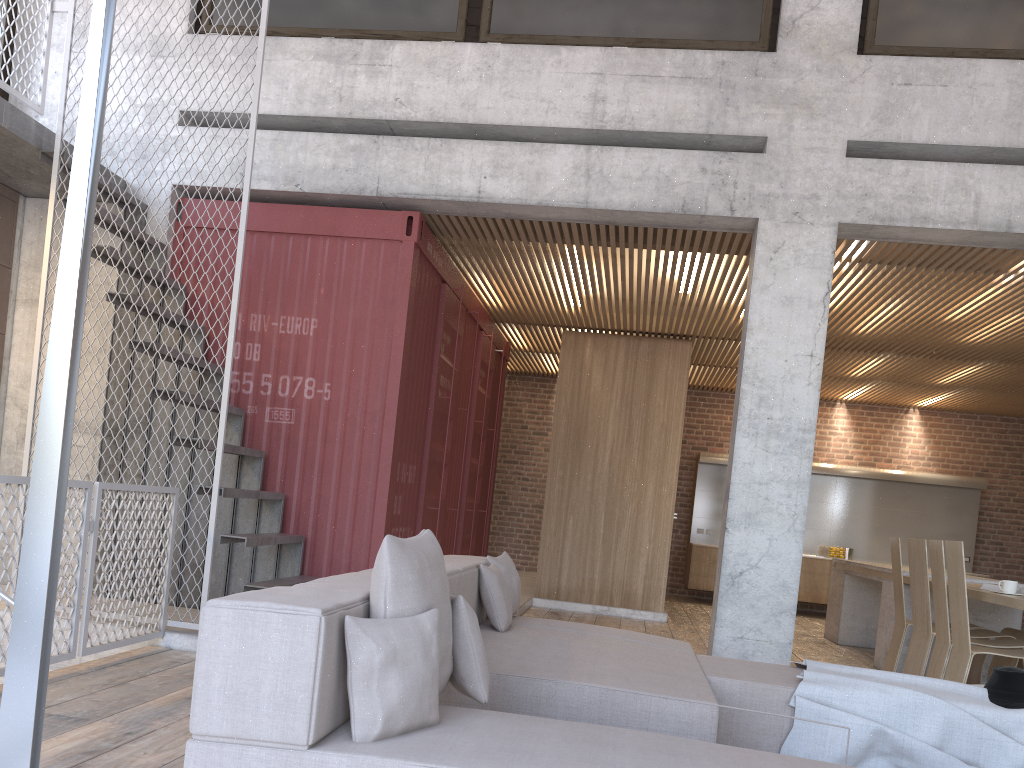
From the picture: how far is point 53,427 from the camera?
2.56m

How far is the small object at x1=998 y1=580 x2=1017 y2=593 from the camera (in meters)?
5.66

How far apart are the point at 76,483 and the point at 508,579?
2.28m

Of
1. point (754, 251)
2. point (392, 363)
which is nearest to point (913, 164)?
point (754, 251)

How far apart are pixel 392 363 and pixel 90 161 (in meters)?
3.95

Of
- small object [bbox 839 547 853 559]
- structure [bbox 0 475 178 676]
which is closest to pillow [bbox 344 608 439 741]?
structure [bbox 0 475 178 676]

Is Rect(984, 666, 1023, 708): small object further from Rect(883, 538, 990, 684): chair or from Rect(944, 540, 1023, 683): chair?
Rect(883, 538, 990, 684): chair

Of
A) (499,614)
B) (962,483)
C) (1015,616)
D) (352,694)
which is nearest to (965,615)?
(1015,616)

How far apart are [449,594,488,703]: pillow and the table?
3.9m

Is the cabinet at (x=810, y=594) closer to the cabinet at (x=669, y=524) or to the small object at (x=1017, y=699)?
the cabinet at (x=669, y=524)
